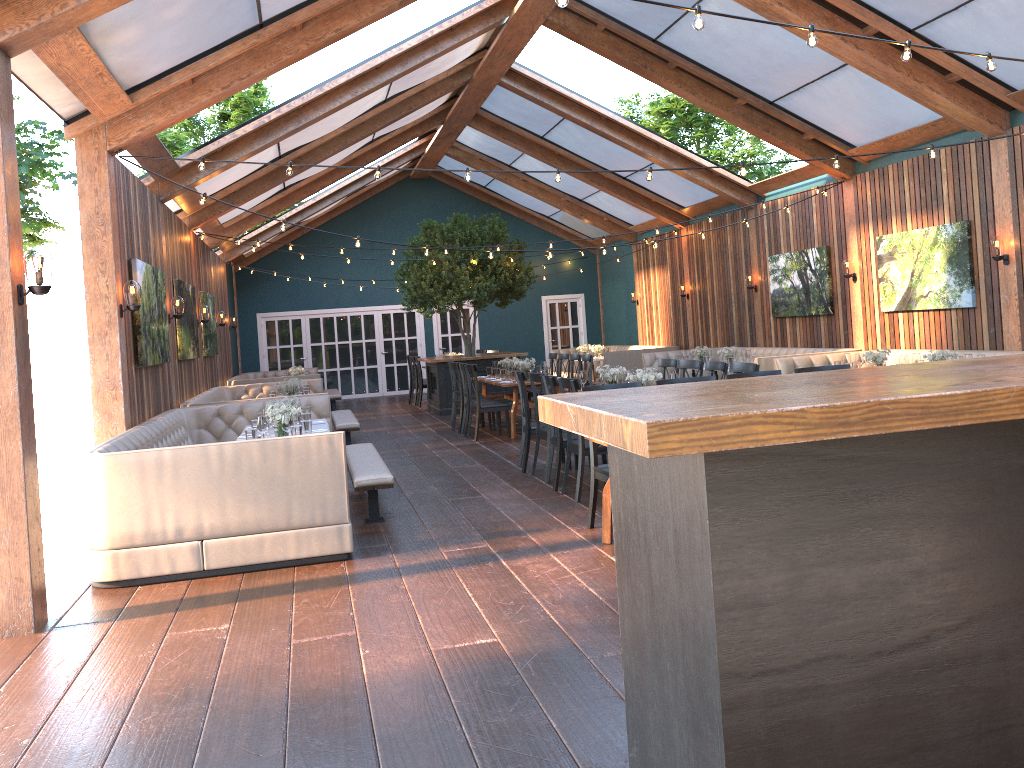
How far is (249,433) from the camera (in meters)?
6.85

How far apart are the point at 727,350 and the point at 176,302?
7.7m

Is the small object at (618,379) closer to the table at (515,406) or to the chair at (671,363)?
the chair at (671,363)

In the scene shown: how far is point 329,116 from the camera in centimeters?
1144cm

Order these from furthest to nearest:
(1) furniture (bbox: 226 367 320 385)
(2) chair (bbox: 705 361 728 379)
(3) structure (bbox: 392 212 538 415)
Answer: (1) furniture (bbox: 226 367 320 385)
(3) structure (bbox: 392 212 538 415)
(2) chair (bbox: 705 361 728 379)

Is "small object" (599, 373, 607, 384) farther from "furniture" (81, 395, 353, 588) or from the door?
the door

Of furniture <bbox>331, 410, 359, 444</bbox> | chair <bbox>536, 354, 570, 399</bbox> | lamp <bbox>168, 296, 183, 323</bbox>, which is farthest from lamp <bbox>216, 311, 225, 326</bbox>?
chair <bbox>536, 354, 570, 399</bbox>

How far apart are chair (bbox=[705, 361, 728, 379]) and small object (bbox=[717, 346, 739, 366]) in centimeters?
467cm

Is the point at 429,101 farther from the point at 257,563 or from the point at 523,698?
the point at 523,698

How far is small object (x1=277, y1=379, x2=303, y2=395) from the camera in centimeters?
1169cm
